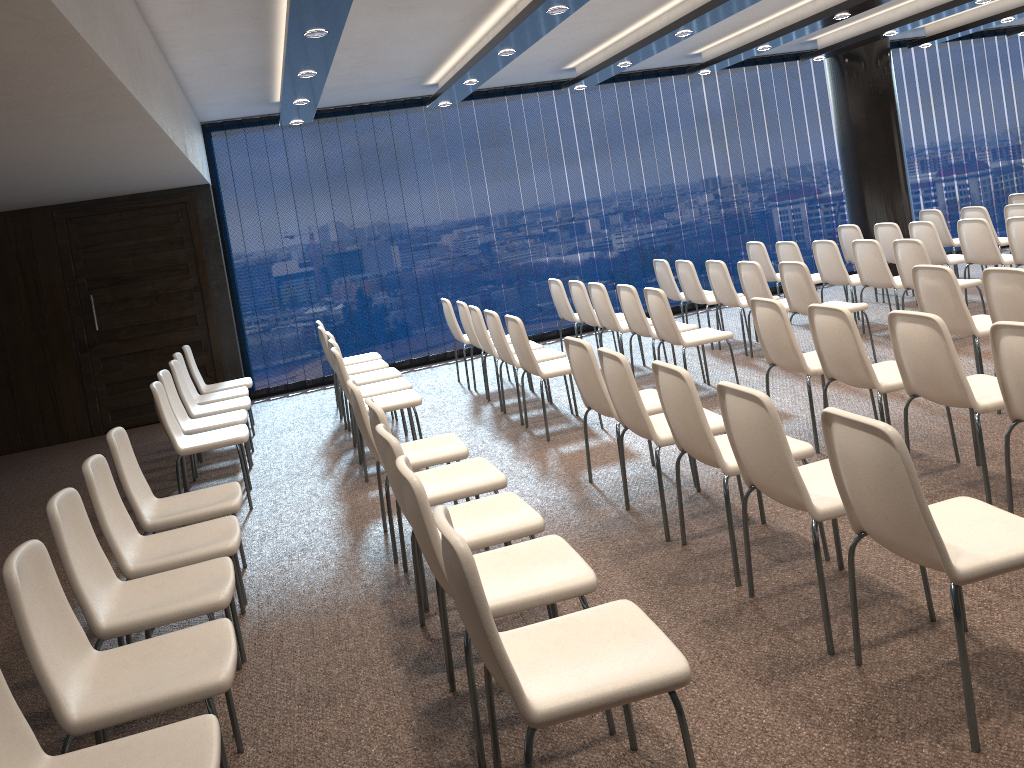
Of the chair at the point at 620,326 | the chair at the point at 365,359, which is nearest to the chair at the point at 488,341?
the chair at the point at 620,326

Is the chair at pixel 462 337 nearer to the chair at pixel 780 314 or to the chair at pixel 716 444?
the chair at pixel 780 314

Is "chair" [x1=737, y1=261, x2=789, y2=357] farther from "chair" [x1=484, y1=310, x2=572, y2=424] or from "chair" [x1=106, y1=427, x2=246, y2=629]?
"chair" [x1=106, y1=427, x2=246, y2=629]

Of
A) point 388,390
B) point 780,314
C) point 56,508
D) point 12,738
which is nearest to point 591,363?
point 780,314

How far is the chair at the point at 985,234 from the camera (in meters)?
8.07

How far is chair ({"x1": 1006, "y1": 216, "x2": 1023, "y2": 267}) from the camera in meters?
7.6

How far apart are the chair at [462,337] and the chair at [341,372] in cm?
226

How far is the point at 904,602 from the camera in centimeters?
333cm

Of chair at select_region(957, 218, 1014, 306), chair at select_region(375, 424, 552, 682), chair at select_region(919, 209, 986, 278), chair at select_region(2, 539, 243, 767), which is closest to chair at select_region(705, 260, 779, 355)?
chair at select_region(957, 218, 1014, 306)

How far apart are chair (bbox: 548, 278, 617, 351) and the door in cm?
370
